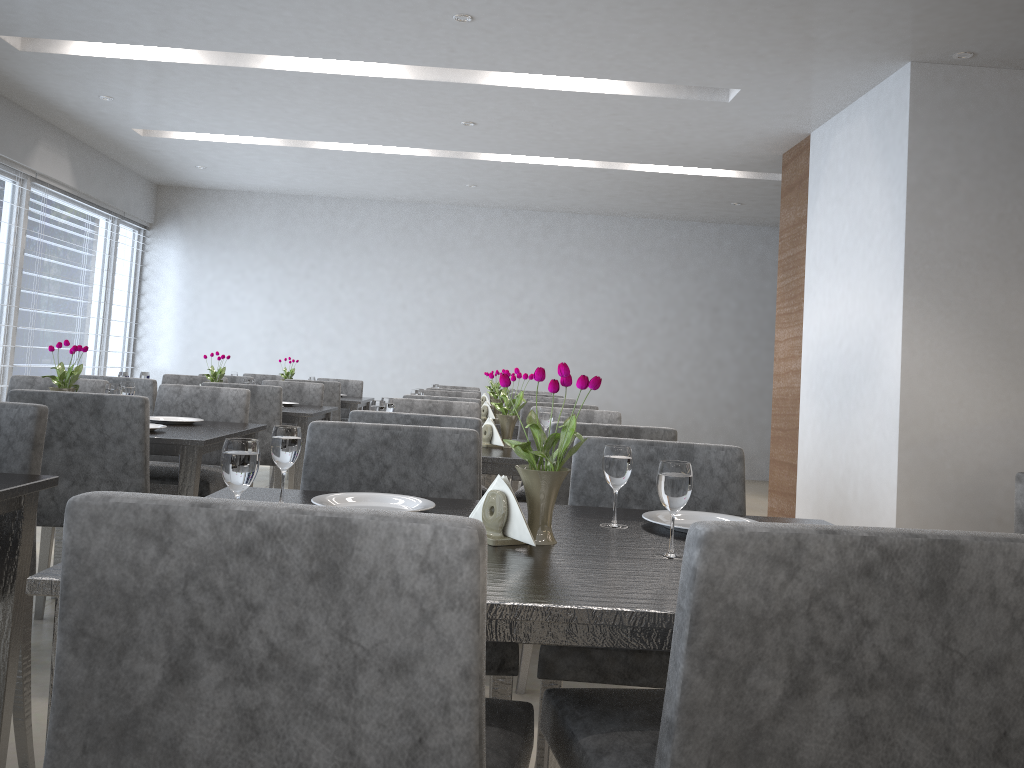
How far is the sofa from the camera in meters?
3.5

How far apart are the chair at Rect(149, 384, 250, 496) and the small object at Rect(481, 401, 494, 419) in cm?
149

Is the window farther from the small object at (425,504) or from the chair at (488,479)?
the small object at (425,504)

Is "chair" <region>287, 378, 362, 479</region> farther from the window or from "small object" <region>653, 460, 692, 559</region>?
"small object" <region>653, 460, 692, 559</region>

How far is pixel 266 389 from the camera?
4.2 meters

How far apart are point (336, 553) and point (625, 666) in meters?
0.9

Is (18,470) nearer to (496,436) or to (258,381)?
(496,436)

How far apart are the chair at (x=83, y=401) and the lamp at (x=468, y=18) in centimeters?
234cm

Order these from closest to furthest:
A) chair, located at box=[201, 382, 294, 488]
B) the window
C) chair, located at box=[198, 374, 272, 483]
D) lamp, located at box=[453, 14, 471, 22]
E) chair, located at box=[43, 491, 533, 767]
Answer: chair, located at box=[43, 491, 533, 767] → lamp, located at box=[453, 14, 471, 22] → chair, located at box=[201, 382, 294, 488] → chair, located at box=[198, 374, 272, 483] → the window

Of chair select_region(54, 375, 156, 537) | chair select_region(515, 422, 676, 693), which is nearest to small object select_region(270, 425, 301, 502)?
chair select_region(515, 422, 676, 693)
